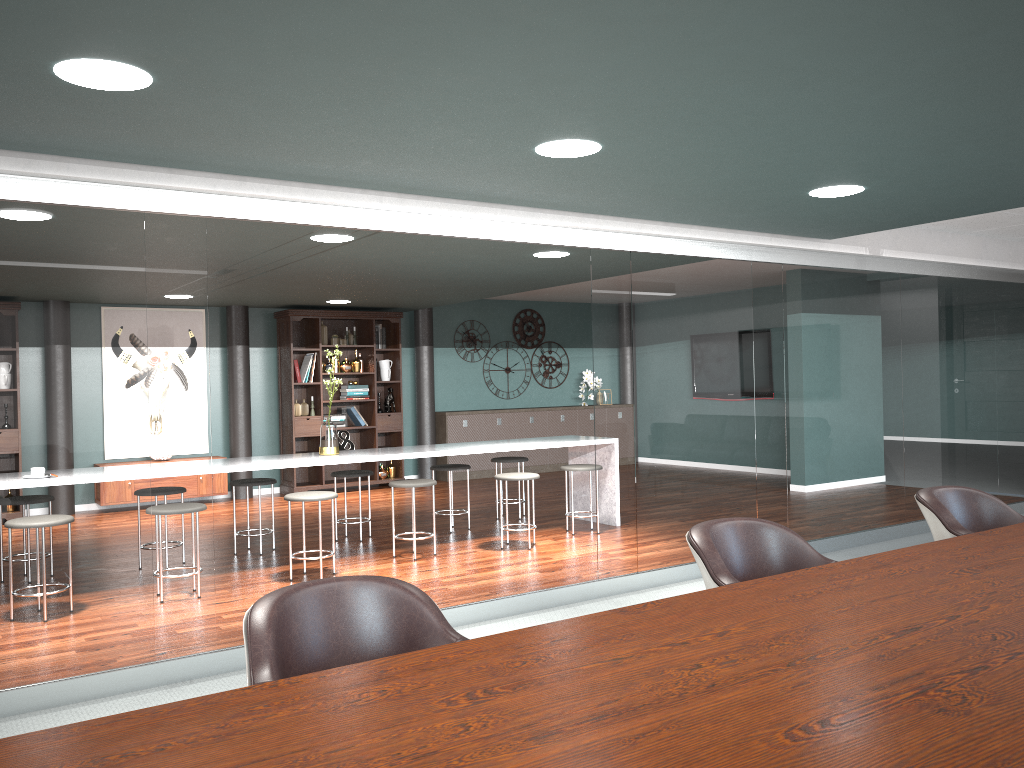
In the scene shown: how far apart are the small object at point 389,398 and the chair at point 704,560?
7.8 meters

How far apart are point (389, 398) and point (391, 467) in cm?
A: 79

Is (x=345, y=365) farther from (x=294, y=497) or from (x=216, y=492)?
(x=294, y=497)

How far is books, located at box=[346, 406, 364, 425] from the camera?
9.83m

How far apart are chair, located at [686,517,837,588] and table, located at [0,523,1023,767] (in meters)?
0.22

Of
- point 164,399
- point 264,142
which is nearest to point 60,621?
point 164,399

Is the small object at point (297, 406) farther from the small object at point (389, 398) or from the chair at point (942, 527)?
the chair at point (942, 527)

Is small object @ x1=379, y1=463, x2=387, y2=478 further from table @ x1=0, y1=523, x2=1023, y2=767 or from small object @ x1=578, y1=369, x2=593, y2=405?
table @ x1=0, y1=523, x2=1023, y2=767

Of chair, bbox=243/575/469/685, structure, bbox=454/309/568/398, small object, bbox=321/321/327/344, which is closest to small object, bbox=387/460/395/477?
small object, bbox=321/321/327/344

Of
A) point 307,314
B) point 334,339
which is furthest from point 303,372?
point 307,314
